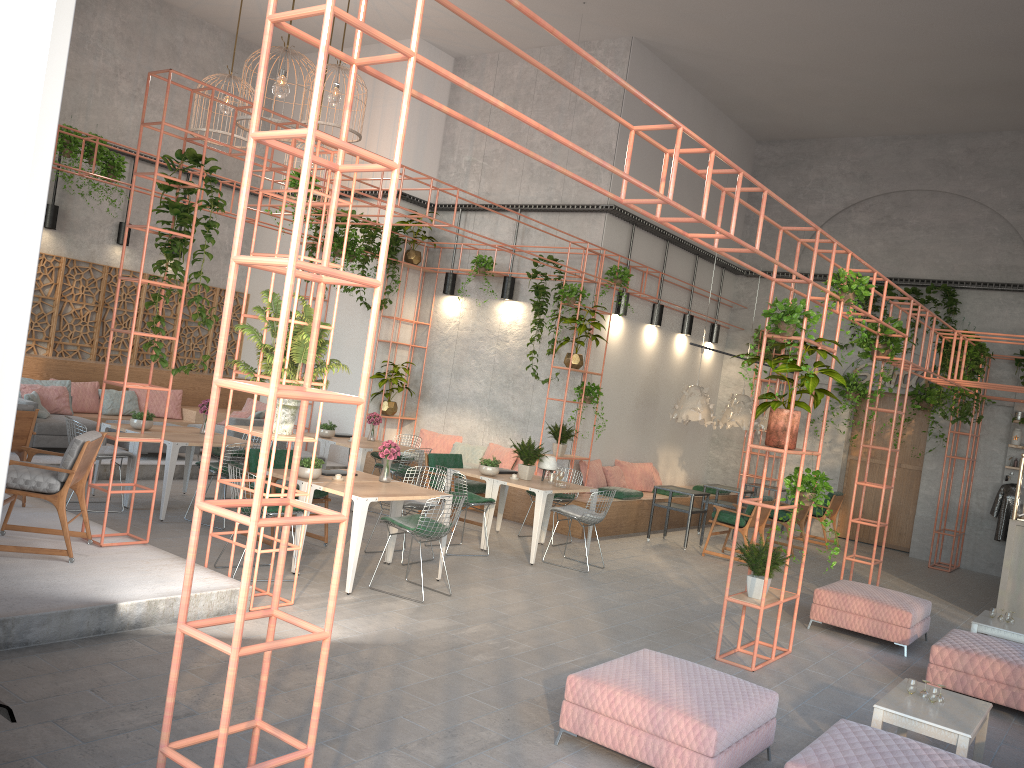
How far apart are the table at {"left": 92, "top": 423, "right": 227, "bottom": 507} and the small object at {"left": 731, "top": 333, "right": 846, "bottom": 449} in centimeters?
657cm

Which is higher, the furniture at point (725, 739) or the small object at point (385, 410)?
the small object at point (385, 410)

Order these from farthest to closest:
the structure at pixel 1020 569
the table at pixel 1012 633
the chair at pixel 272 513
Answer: the structure at pixel 1020 569, the table at pixel 1012 633, the chair at pixel 272 513

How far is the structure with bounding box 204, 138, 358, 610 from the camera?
6.61m

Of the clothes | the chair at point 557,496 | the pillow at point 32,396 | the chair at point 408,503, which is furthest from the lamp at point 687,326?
the pillow at point 32,396

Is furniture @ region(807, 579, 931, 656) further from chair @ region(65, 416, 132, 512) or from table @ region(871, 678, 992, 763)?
chair @ region(65, 416, 132, 512)

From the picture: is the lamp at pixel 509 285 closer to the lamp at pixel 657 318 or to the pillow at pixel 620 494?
the lamp at pixel 657 318

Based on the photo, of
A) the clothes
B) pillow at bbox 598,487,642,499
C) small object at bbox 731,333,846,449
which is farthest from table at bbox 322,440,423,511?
the clothes

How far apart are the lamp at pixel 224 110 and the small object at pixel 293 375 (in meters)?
7.11

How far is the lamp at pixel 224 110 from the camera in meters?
12.7 m
